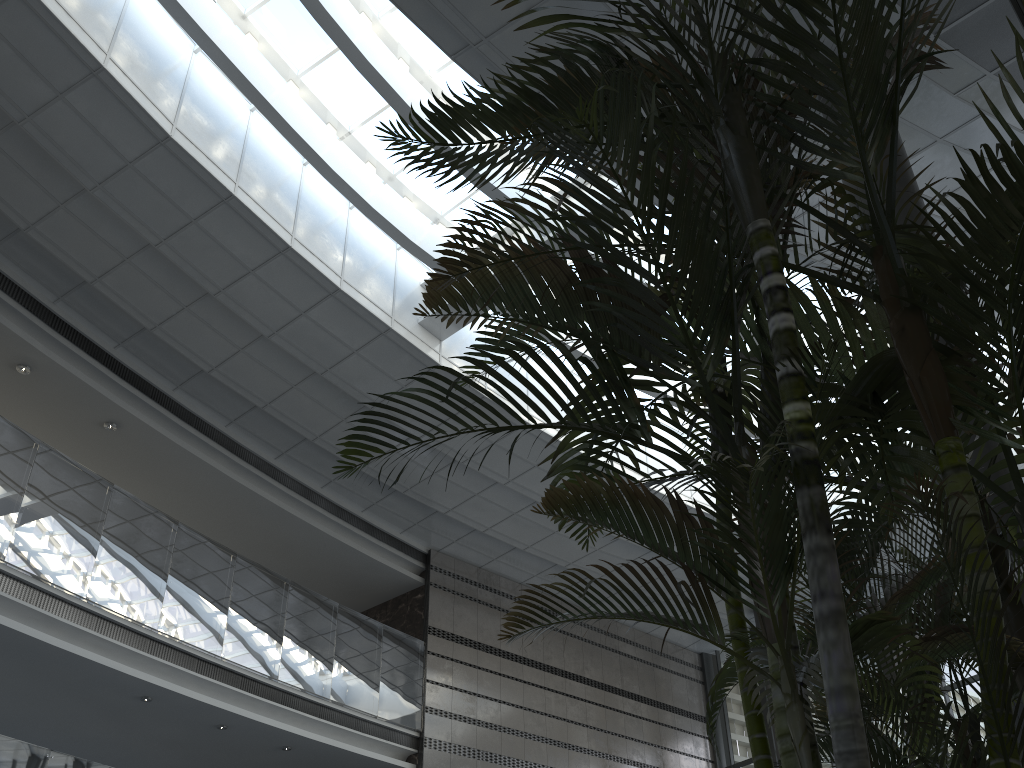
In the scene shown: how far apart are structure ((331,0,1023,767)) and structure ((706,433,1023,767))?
0.2m

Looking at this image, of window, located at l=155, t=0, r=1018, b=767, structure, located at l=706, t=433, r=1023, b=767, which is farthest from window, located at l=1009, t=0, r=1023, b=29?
window, located at l=155, t=0, r=1018, b=767

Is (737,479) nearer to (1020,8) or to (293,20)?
(1020,8)

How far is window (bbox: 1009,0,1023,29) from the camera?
4.4 meters

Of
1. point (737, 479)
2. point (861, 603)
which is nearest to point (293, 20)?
point (861, 603)

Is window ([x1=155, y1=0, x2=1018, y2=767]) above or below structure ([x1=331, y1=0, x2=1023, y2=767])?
above

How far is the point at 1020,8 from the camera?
4.4 meters

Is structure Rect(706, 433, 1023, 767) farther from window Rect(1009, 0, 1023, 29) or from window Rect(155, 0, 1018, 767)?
window Rect(155, 0, 1018, 767)

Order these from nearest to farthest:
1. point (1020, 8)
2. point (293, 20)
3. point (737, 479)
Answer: point (737, 479) < point (1020, 8) < point (293, 20)

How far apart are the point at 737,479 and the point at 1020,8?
4.0m
